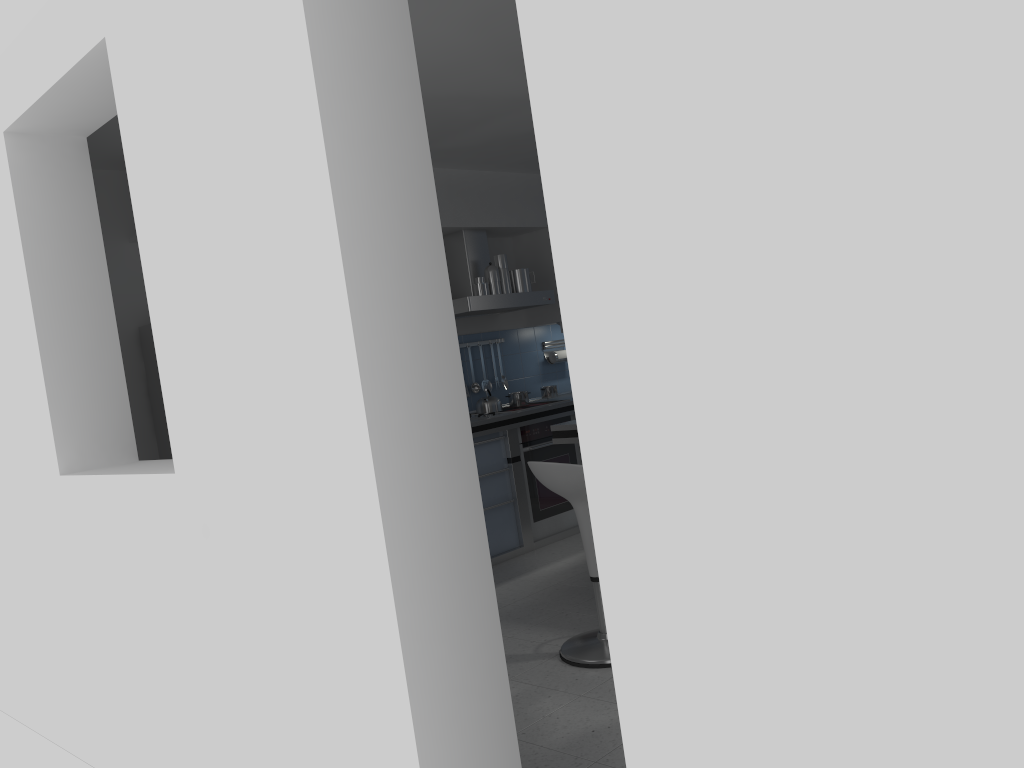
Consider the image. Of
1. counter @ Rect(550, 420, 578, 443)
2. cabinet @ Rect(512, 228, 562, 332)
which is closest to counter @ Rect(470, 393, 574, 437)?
cabinet @ Rect(512, 228, 562, 332)

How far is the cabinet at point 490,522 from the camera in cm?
596

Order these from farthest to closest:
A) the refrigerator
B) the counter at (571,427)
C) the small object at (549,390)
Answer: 1. the small object at (549,390)
2. the refrigerator
3. the counter at (571,427)

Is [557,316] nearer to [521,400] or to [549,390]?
[549,390]

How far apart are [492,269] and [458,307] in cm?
41

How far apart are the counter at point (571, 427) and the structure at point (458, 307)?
1.57m

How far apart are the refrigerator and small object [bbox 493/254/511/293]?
2.5m

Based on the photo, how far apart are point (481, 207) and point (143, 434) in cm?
281

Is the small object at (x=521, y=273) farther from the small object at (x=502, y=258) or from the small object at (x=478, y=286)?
the small object at (x=478, y=286)

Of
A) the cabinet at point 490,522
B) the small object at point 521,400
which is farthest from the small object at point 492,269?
the cabinet at point 490,522
